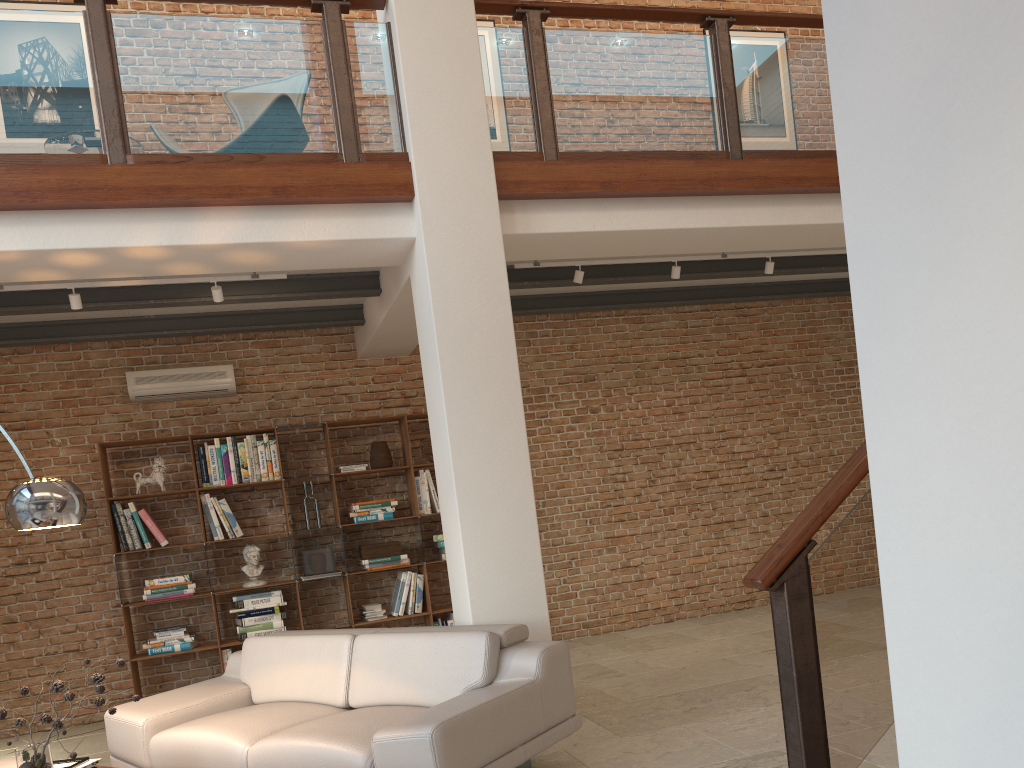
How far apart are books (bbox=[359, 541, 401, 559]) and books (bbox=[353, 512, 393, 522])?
0.23m

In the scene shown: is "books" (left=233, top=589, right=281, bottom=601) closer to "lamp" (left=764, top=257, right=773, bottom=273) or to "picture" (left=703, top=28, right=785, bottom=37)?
"lamp" (left=764, top=257, right=773, bottom=273)

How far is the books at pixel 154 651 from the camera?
6.6m

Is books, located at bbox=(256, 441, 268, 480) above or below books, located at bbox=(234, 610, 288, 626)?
above

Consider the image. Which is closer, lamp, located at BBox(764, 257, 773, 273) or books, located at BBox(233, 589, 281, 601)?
lamp, located at BBox(764, 257, 773, 273)

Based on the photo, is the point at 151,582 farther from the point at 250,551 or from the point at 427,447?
the point at 427,447

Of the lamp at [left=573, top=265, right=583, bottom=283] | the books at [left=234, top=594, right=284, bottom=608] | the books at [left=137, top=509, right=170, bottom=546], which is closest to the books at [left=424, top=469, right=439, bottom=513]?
the books at [left=234, top=594, right=284, bottom=608]

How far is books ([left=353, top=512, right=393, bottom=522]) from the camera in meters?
7.2

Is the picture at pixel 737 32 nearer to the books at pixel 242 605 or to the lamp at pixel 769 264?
the lamp at pixel 769 264

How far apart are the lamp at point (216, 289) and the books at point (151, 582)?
2.5m
